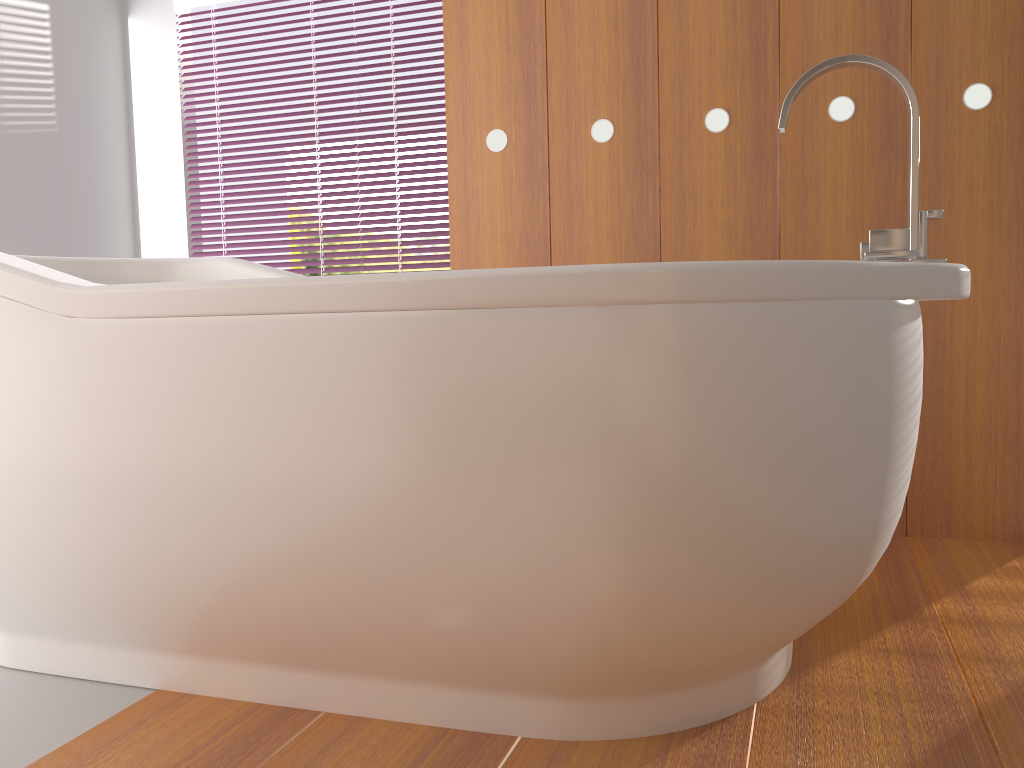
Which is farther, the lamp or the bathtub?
the lamp

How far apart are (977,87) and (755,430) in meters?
1.4

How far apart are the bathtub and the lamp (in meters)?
0.68

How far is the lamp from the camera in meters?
1.9

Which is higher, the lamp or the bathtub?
the lamp

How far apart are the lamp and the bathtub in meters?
0.7

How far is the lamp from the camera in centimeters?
194cm

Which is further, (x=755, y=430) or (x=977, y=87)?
(x=977, y=87)

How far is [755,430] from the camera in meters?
1.0
